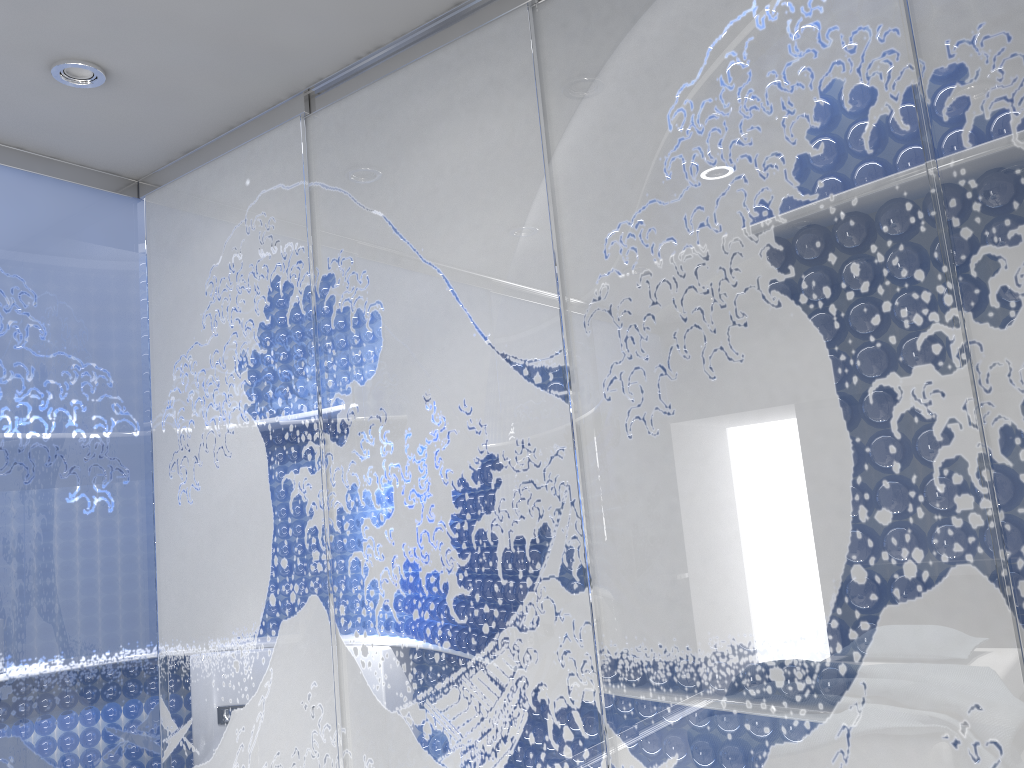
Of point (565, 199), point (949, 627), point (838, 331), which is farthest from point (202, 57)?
point (949, 627)
